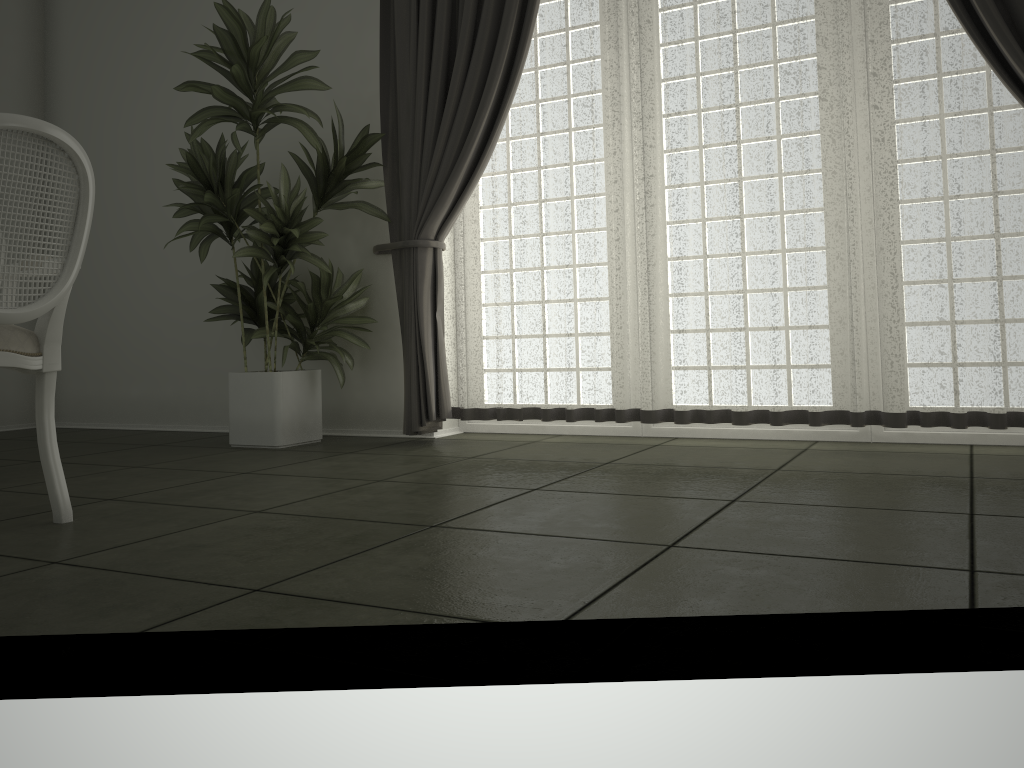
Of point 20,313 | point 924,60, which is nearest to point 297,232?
point 20,313

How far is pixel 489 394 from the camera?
4.2m

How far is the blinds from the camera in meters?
3.3

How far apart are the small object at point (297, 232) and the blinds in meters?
0.0 m

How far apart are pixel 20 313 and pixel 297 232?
1.7 meters

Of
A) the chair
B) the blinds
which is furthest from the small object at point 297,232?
the chair

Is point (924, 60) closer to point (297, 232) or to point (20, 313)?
point (297, 232)

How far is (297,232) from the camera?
3.9m

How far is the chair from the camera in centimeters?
226cm

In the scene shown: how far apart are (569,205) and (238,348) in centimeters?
218cm
